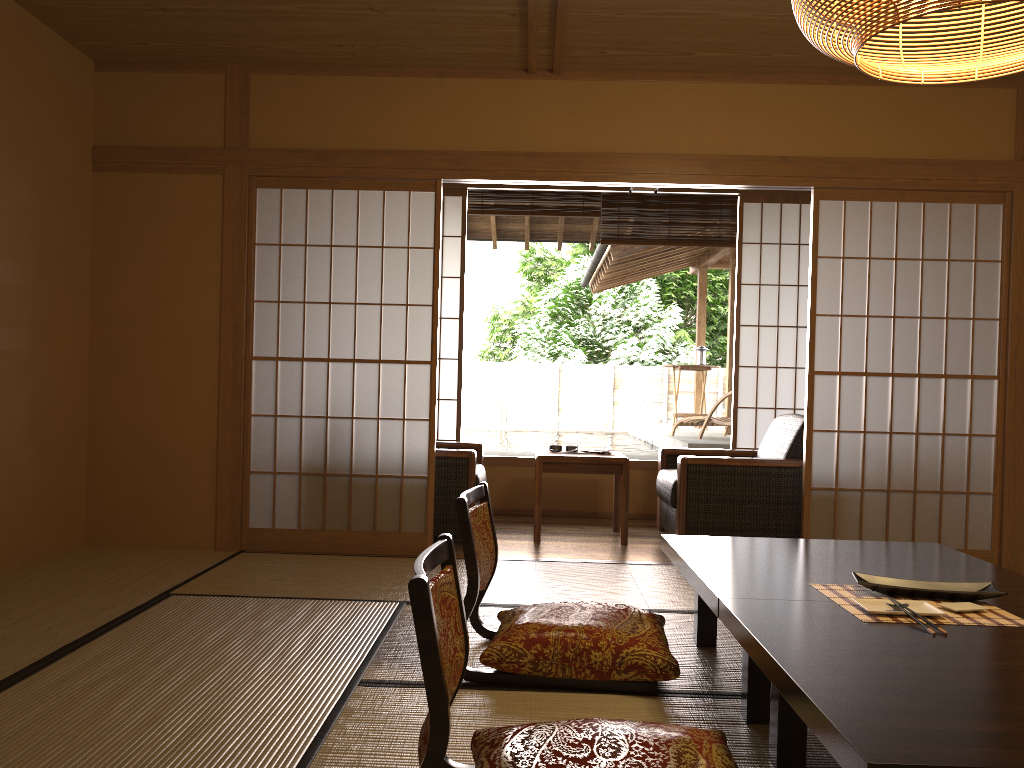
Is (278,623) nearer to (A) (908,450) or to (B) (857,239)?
(A) (908,450)

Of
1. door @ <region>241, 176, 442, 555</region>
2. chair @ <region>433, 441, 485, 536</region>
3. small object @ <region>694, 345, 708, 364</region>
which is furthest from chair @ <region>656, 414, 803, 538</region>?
small object @ <region>694, 345, 708, 364</region>

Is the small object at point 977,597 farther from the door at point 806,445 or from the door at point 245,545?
the door at point 245,545

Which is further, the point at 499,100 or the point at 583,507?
the point at 583,507

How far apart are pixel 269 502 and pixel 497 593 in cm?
443

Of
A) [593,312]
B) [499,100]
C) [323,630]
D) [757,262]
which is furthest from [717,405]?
[593,312]

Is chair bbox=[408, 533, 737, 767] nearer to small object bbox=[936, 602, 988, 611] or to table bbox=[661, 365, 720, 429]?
small object bbox=[936, 602, 988, 611]

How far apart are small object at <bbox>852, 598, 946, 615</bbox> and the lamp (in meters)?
1.32

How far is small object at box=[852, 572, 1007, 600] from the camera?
2.2 meters

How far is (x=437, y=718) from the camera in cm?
148
